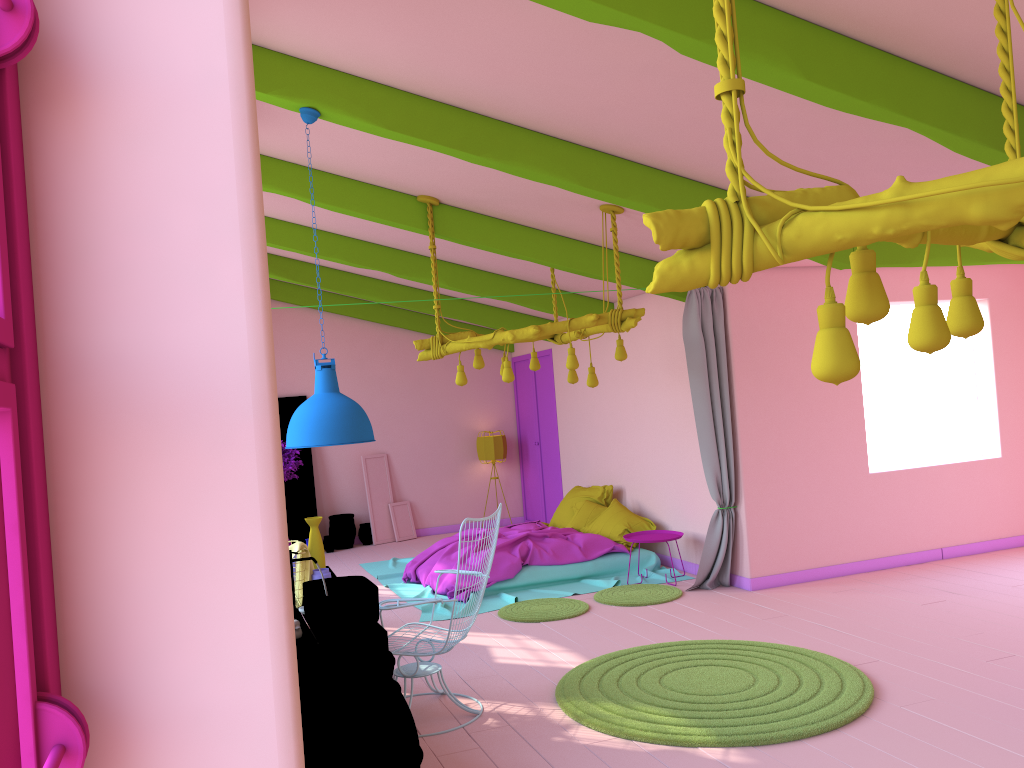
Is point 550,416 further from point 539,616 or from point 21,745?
point 21,745

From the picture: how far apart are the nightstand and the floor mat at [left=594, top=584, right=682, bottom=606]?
0.44m

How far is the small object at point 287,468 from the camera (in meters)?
5.72

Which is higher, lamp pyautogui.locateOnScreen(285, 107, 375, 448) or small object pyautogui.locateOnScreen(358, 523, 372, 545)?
lamp pyautogui.locateOnScreen(285, 107, 375, 448)

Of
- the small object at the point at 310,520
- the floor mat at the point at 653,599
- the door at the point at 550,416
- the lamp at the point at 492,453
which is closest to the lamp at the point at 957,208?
the small object at the point at 310,520

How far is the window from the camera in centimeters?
67cm

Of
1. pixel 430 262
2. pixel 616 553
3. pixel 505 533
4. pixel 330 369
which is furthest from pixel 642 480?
pixel 330 369

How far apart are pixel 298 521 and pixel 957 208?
11.4 meters

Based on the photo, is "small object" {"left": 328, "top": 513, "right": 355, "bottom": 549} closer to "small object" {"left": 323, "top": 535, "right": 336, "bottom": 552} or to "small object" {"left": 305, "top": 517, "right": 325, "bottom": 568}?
"small object" {"left": 323, "top": 535, "right": 336, "bottom": 552}

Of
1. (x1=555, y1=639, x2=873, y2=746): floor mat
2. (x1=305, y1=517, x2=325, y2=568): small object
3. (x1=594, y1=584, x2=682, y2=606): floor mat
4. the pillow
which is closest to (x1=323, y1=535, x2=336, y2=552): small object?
the pillow
